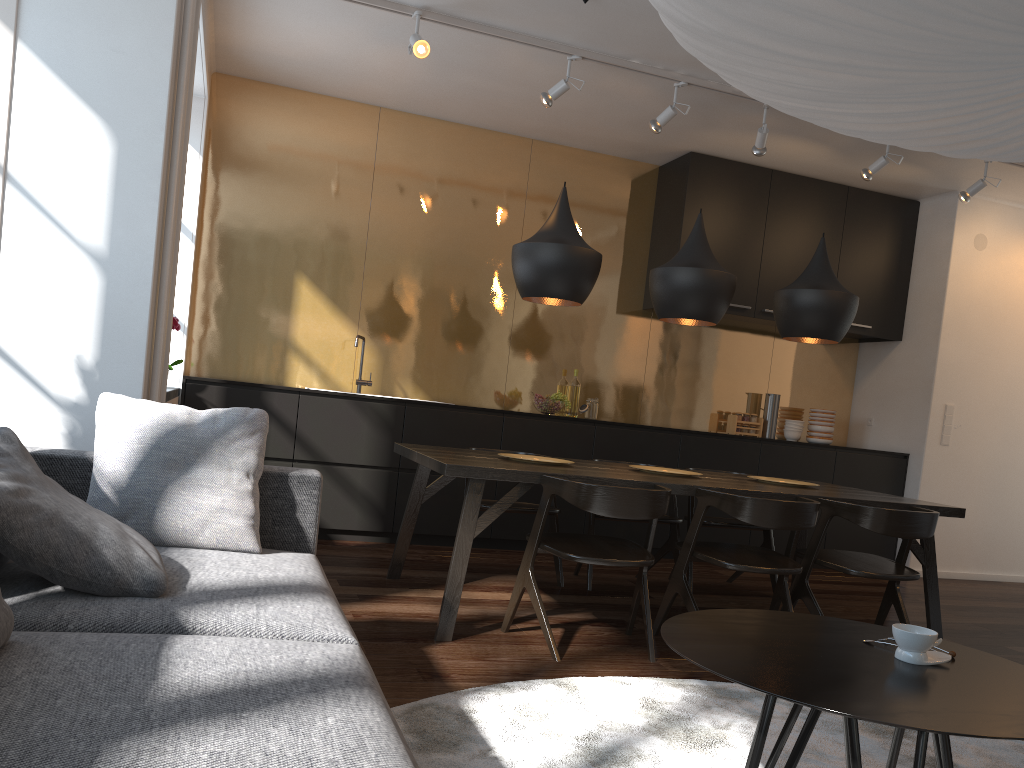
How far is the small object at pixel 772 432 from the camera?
6.8m

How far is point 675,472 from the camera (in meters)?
4.35

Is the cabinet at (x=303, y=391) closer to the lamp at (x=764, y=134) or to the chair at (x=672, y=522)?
the chair at (x=672, y=522)

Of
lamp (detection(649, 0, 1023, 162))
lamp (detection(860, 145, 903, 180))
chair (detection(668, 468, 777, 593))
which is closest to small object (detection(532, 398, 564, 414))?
chair (detection(668, 468, 777, 593))

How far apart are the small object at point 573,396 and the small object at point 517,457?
2.14m

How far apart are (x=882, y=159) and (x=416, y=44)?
2.9 meters

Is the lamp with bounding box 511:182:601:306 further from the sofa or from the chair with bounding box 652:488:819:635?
the sofa

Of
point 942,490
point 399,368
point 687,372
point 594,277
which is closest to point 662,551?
point 594,277

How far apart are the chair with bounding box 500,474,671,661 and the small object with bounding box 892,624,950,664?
1.4 meters

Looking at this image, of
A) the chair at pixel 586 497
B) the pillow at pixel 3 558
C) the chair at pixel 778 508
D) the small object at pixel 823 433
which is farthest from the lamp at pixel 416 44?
the small object at pixel 823 433
